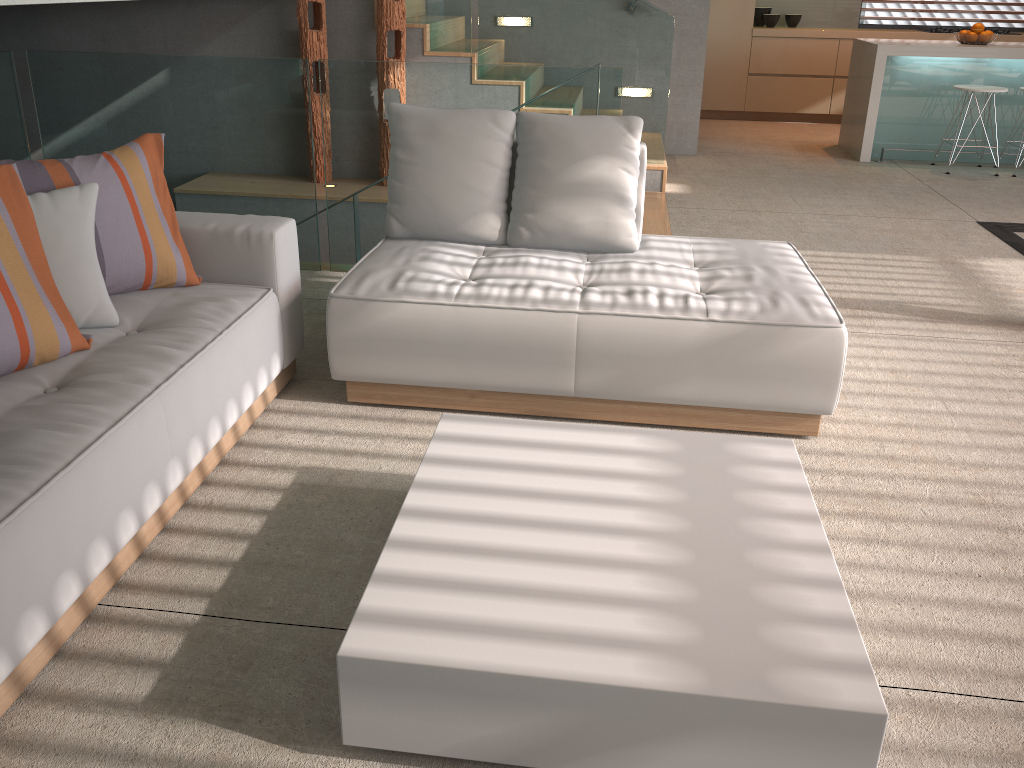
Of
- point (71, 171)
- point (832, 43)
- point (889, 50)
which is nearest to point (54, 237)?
point (71, 171)

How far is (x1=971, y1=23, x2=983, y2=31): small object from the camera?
6.8m

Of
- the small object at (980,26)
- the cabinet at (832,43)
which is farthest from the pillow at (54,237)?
the cabinet at (832,43)

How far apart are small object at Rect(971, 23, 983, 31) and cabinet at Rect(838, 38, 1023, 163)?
0.2m

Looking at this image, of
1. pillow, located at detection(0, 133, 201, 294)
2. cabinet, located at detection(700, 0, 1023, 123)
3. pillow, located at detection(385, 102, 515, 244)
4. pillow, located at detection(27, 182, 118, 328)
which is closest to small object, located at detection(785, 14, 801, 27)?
cabinet, located at detection(700, 0, 1023, 123)

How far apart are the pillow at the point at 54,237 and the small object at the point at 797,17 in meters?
8.1

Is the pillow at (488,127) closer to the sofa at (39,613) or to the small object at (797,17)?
the sofa at (39,613)

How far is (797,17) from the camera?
8.8 meters

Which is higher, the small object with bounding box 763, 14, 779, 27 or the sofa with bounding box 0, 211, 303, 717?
the small object with bounding box 763, 14, 779, 27

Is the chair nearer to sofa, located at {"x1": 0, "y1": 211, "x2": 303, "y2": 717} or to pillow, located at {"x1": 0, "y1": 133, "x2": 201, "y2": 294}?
sofa, located at {"x1": 0, "y1": 211, "x2": 303, "y2": 717}
